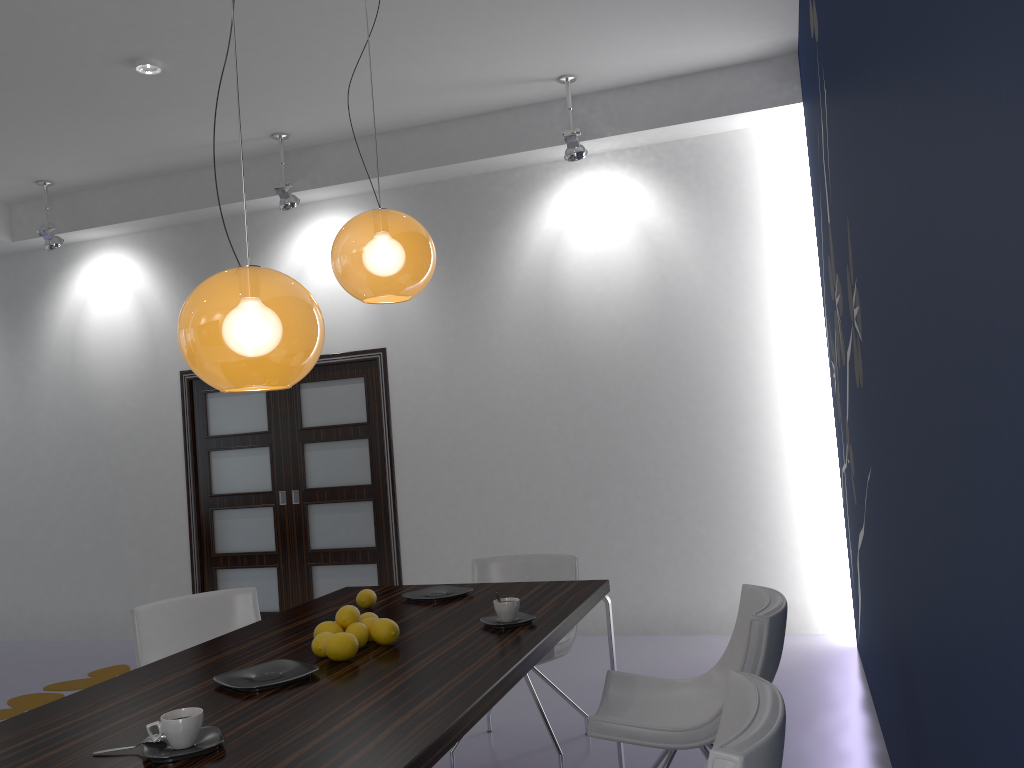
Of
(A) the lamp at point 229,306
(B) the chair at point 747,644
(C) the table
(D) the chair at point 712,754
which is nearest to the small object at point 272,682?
(C) the table

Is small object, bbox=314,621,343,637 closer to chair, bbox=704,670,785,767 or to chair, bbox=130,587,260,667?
chair, bbox=704,670,785,767

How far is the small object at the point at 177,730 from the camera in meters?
1.8

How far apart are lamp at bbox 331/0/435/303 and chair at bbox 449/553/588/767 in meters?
1.5

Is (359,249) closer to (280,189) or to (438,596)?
(438,596)

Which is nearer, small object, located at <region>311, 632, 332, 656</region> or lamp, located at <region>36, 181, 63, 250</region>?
small object, located at <region>311, 632, 332, 656</region>

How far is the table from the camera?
1.76m

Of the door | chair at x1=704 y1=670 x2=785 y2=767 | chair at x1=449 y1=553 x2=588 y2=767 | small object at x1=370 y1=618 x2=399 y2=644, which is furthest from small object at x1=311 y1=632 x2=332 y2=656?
the door

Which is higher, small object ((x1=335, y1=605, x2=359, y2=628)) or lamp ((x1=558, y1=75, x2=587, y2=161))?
lamp ((x1=558, y1=75, x2=587, y2=161))

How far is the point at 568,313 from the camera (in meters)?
5.98
